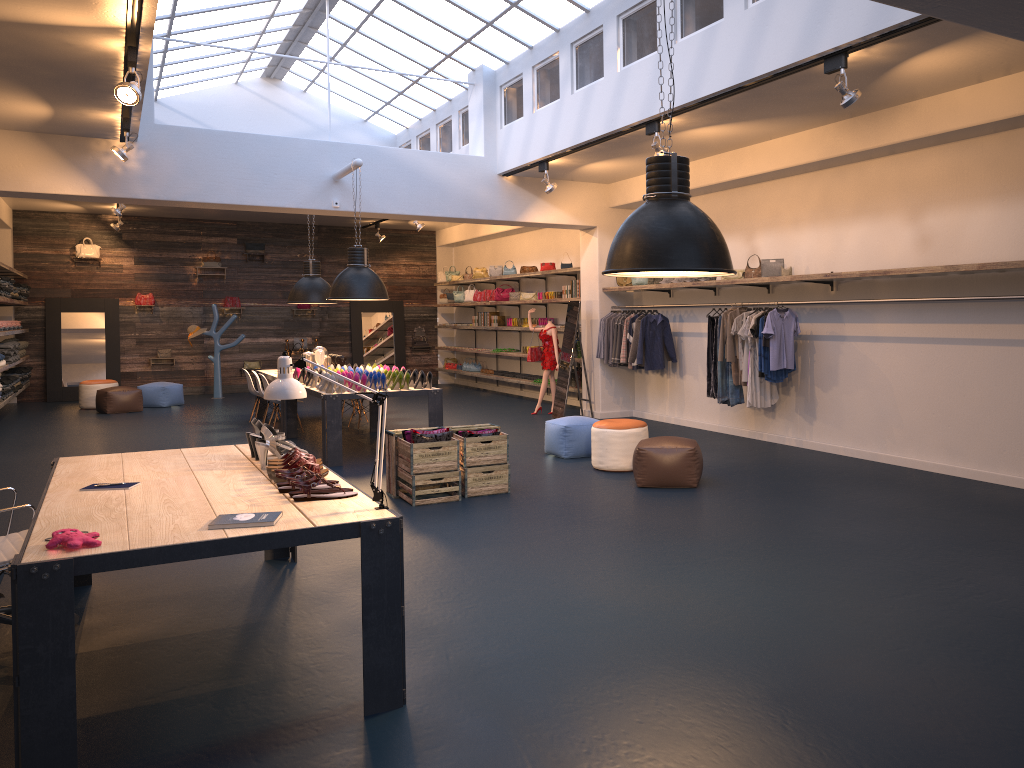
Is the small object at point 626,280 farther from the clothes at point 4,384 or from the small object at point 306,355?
the clothes at point 4,384

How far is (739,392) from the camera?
10.2 meters

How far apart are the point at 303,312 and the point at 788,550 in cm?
1544

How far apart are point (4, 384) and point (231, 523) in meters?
11.5 m

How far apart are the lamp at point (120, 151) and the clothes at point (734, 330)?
6.7 meters

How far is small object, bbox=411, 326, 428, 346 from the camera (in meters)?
20.19

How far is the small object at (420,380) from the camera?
9.7m

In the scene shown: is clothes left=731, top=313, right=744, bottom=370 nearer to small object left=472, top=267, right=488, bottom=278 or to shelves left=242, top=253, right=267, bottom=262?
small object left=472, top=267, right=488, bottom=278

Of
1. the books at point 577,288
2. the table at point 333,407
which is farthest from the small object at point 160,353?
the books at point 577,288

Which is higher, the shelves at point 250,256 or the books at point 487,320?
the shelves at point 250,256
